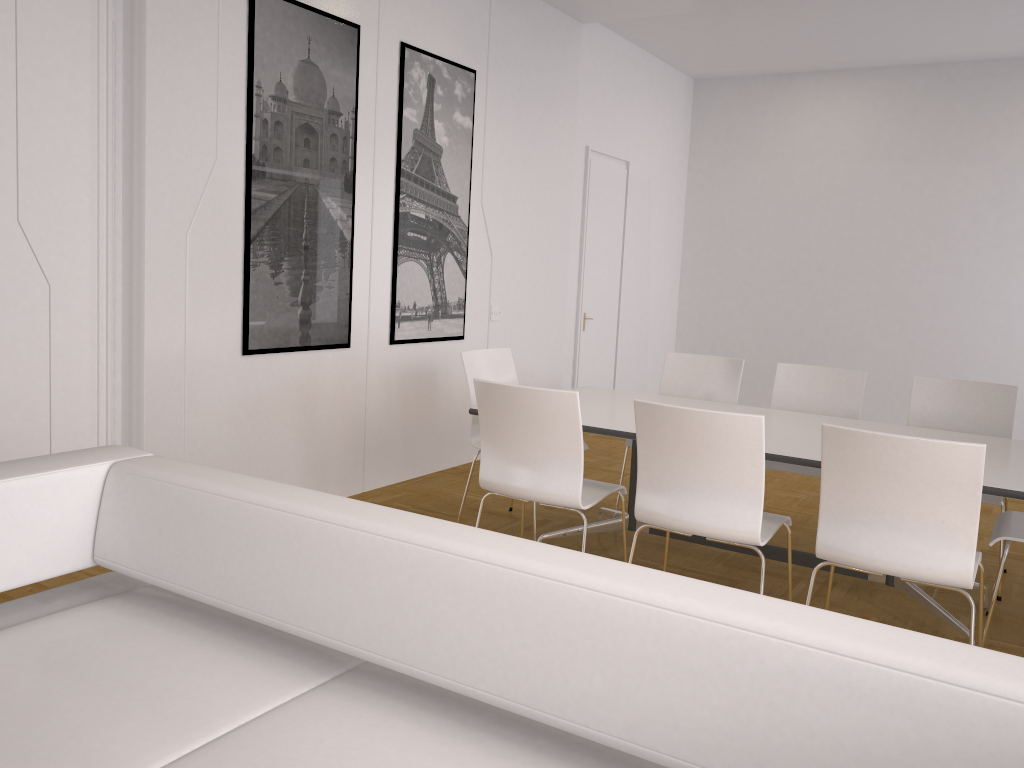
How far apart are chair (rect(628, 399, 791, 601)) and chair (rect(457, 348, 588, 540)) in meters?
1.4 m

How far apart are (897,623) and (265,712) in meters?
2.9 m

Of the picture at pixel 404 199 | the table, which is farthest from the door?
the table

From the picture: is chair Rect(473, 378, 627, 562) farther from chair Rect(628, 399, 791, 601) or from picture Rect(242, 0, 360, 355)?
picture Rect(242, 0, 360, 355)

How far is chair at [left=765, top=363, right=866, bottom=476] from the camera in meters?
4.7 m

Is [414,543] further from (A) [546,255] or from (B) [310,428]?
(A) [546,255]

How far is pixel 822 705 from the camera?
1.3m

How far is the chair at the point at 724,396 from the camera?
5.1m

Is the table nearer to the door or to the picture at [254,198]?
the picture at [254,198]

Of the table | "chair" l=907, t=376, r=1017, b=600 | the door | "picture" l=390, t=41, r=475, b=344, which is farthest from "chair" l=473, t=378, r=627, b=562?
the door
